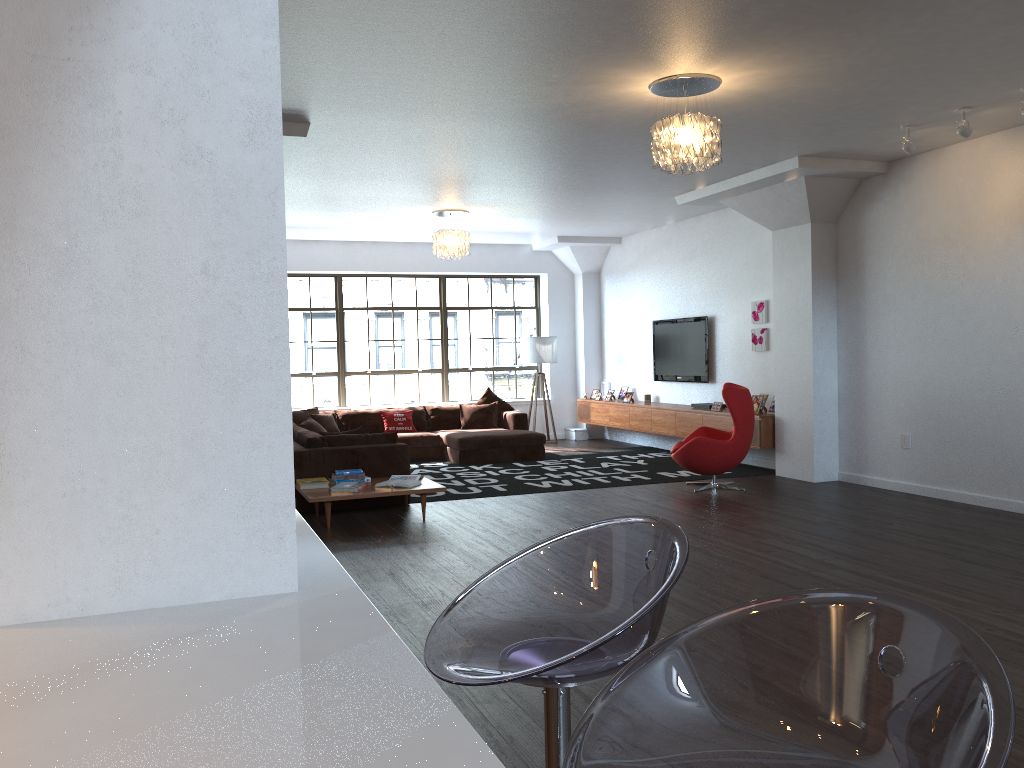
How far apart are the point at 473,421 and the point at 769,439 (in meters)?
4.12

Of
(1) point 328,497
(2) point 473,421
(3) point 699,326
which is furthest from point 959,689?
(2) point 473,421

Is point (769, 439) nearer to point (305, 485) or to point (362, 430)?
point (362, 430)

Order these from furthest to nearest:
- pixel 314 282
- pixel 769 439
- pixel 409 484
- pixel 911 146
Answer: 1. pixel 314 282
2. pixel 769 439
3. pixel 409 484
4. pixel 911 146

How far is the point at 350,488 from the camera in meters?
7.1

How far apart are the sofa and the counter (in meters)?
5.16

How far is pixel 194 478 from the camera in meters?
1.8

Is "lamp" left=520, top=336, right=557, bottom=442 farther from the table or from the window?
the table

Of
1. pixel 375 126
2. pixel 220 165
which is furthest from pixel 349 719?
pixel 375 126

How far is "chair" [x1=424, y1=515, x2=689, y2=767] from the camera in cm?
144
